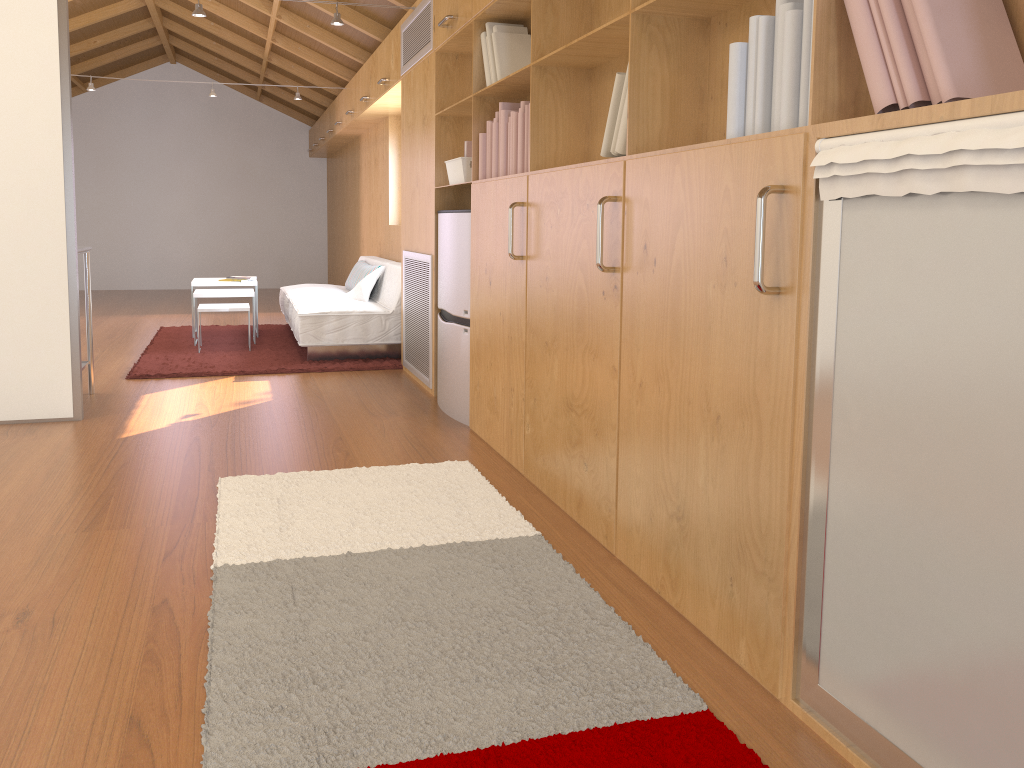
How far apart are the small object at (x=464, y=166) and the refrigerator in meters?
0.2 m

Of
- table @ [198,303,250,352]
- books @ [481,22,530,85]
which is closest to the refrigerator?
books @ [481,22,530,85]

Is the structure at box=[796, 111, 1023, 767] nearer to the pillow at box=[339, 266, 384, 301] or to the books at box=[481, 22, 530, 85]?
the books at box=[481, 22, 530, 85]

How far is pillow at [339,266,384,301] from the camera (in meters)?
6.31

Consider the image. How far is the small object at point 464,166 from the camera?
4.0 meters

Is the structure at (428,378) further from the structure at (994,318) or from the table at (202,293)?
the structure at (994,318)

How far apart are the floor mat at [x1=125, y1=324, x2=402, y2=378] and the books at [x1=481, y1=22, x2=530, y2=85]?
2.3 meters

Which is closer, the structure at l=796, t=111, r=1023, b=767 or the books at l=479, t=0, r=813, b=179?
the structure at l=796, t=111, r=1023, b=767

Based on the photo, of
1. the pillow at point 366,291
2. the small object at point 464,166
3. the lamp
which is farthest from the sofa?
the lamp

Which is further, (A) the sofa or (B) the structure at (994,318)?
(A) the sofa
